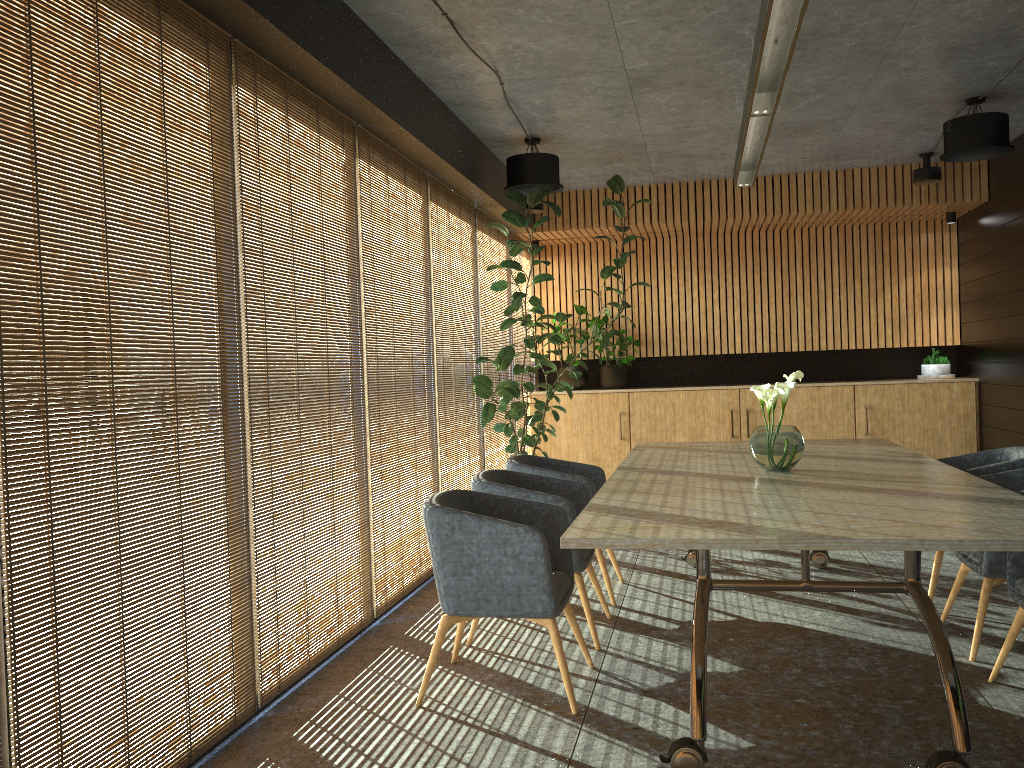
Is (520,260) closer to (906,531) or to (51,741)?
(906,531)

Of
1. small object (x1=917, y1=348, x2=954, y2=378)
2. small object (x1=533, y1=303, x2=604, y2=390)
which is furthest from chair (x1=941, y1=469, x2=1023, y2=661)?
small object (x1=533, y1=303, x2=604, y2=390)

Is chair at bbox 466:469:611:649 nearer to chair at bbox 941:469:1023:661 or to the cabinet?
chair at bbox 941:469:1023:661

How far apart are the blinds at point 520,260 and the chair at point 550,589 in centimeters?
548cm

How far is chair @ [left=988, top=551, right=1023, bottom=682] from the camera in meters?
4.0

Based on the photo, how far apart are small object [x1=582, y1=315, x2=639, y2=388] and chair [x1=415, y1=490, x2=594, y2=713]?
5.9 meters

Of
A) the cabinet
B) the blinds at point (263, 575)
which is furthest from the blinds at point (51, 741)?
the cabinet

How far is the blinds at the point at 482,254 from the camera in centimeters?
847cm

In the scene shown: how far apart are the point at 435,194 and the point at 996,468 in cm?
437

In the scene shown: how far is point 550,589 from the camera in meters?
3.9
